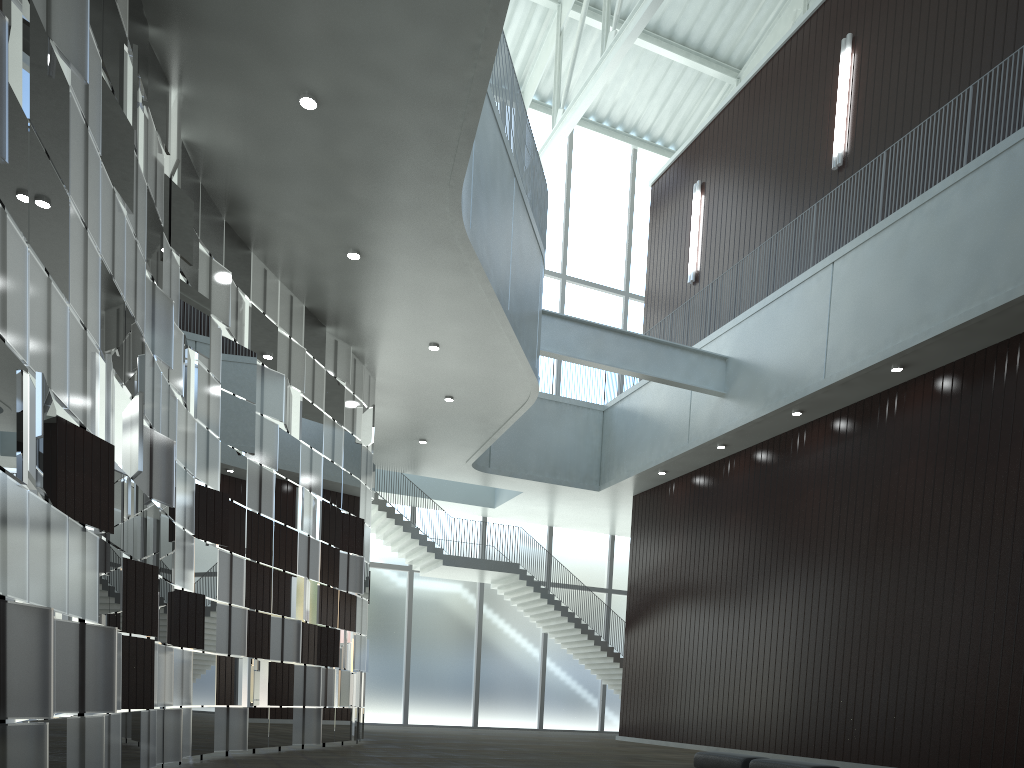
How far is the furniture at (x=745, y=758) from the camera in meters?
36.4

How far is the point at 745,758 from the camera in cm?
3639

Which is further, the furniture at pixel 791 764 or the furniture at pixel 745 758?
the furniture at pixel 745 758

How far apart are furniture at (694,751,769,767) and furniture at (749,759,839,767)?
0.8m

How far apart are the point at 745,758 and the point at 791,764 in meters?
3.3 m

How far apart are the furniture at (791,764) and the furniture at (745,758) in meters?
0.8

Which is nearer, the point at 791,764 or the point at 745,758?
the point at 791,764

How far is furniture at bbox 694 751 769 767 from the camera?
36.4 meters
